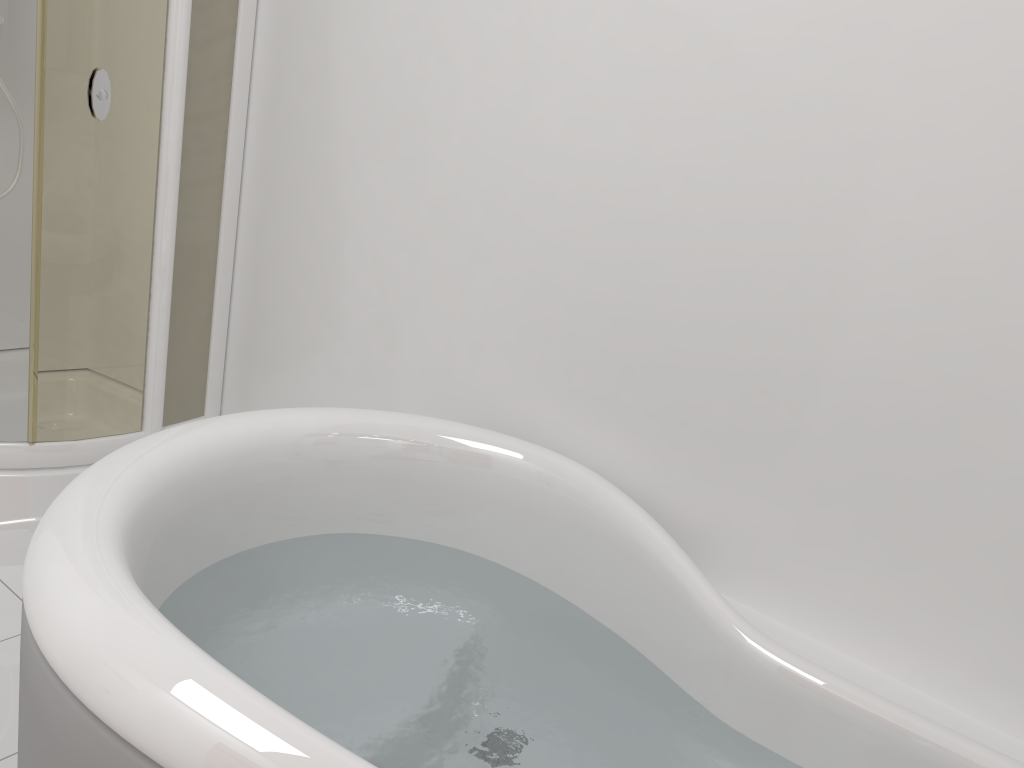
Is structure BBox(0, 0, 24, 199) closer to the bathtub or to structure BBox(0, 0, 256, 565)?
structure BBox(0, 0, 256, 565)

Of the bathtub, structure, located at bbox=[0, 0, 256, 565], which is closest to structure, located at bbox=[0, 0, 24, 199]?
structure, located at bbox=[0, 0, 256, 565]

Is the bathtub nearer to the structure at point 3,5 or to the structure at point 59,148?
the structure at point 59,148

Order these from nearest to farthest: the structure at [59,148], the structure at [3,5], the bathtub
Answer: the bathtub → the structure at [59,148] → the structure at [3,5]

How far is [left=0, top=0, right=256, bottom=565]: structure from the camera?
1.9m

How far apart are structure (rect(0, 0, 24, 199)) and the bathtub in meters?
1.4

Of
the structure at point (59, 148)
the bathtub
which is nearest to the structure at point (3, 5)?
the structure at point (59, 148)

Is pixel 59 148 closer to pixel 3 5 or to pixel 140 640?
pixel 3 5

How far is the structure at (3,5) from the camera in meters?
2.3 m

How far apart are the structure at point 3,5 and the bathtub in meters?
1.4
